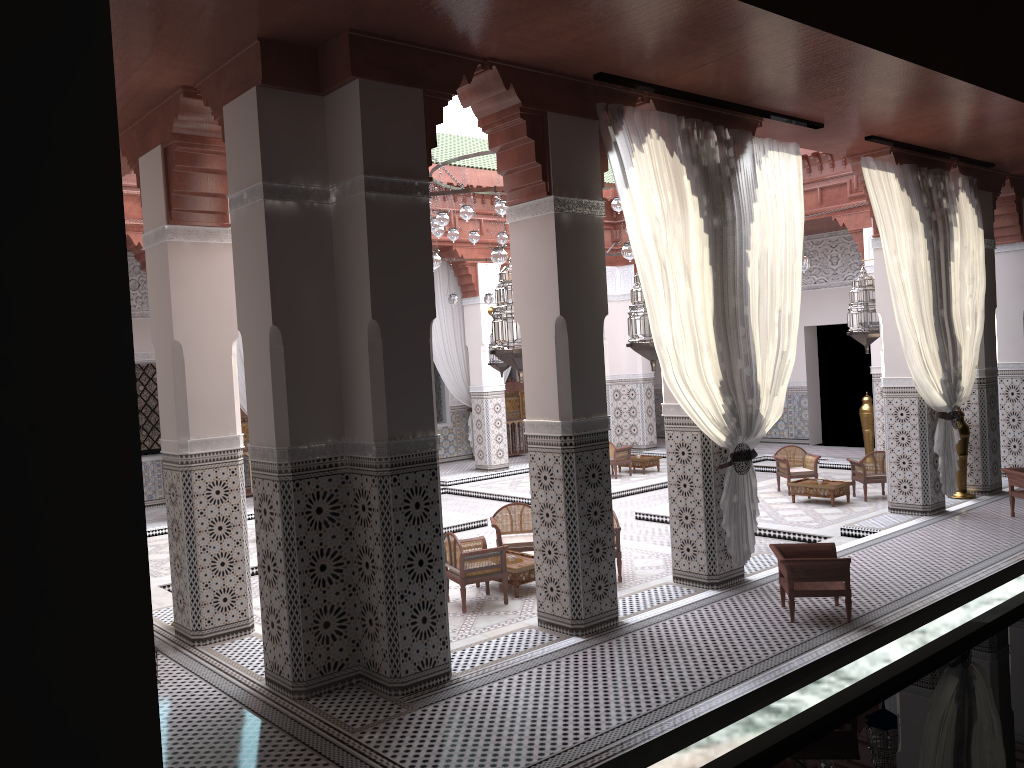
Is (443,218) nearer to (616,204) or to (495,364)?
(616,204)

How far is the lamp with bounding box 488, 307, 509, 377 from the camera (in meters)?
7.43

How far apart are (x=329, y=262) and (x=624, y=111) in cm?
126

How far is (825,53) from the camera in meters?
3.0

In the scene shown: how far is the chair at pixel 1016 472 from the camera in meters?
4.5

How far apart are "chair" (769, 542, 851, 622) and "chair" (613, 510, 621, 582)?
0.8m

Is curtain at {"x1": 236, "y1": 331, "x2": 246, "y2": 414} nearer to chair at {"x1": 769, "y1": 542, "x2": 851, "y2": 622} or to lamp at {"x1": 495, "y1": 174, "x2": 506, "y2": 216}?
lamp at {"x1": 495, "y1": 174, "x2": 506, "y2": 216}

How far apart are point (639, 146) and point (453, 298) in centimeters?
364cm

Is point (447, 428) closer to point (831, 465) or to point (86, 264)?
point (831, 465)

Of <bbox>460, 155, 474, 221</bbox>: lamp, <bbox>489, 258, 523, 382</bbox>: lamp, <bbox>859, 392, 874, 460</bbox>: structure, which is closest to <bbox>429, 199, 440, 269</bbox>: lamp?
<bbox>489, 258, 523, 382</bbox>: lamp
